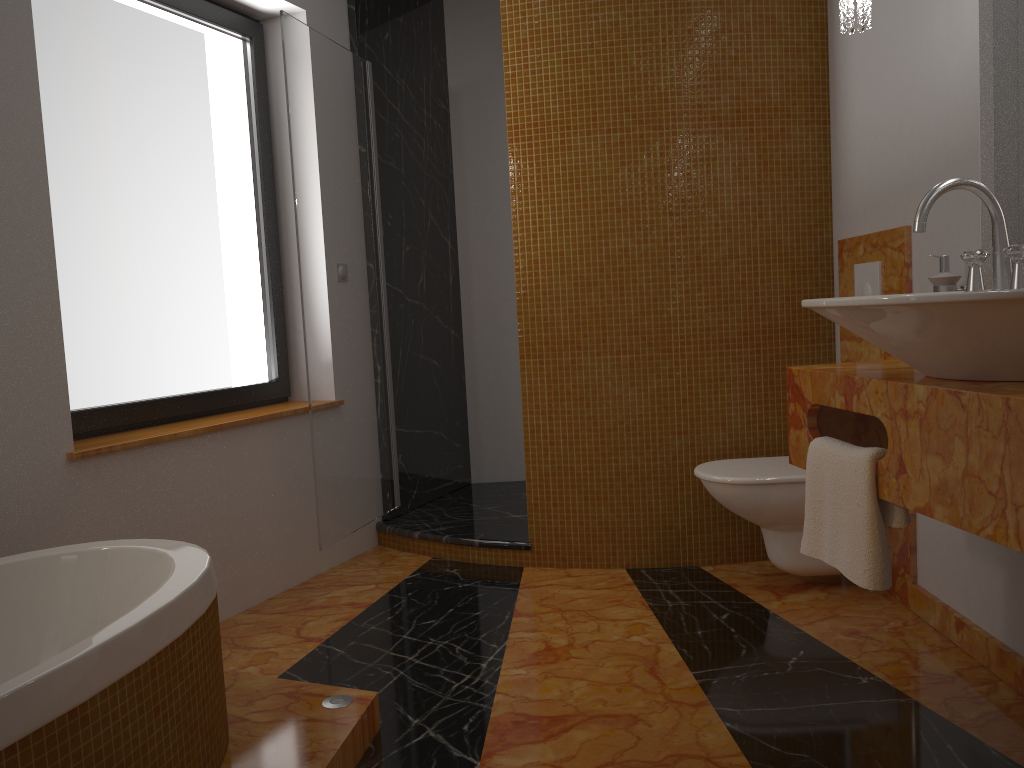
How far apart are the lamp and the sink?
0.7 meters

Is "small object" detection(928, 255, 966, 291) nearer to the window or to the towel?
the towel

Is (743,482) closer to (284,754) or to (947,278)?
(947,278)

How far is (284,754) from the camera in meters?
1.8 m

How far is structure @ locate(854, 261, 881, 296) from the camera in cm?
276

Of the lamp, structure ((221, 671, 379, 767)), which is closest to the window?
structure ((221, 671, 379, 767))

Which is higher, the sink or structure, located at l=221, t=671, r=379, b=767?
the sink

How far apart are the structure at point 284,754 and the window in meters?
1.0 m

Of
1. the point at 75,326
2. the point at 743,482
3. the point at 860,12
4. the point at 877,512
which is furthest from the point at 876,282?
the point at 75,326

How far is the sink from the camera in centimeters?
141cm
